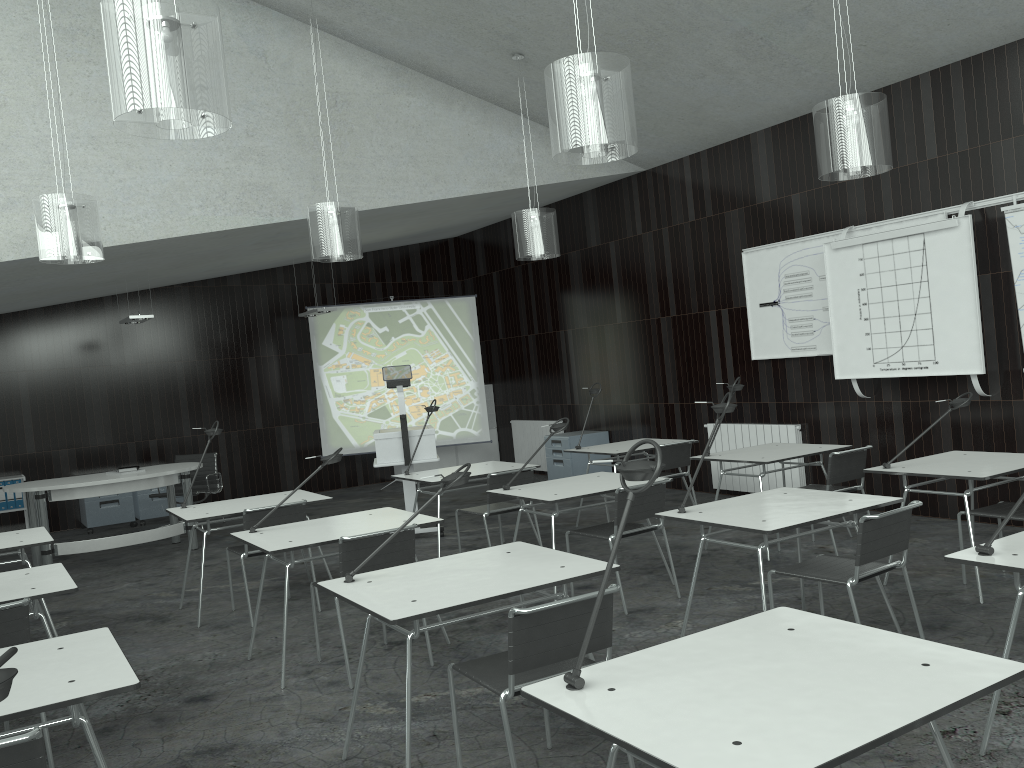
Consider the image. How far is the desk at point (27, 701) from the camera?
2.3m

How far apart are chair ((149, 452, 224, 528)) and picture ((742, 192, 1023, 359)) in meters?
5.5

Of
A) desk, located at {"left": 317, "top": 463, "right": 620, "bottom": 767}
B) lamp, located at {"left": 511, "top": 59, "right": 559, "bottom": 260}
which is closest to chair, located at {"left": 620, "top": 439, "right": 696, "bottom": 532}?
lamp, located at {"left": 511, "top": 59, "right": 559, "bottom": 260}

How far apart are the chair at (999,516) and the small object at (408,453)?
4.1 meters

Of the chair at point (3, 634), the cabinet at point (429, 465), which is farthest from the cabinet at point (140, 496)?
the chair at point (3, 634)

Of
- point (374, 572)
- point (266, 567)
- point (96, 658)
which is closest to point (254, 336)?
point (266, 567)

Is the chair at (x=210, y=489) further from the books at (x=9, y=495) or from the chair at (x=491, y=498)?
the chair at (x=491, y=498)

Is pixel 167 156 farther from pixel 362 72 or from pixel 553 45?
pixel 553 45

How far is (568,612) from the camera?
2.7m

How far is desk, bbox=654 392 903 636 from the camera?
3.7m
